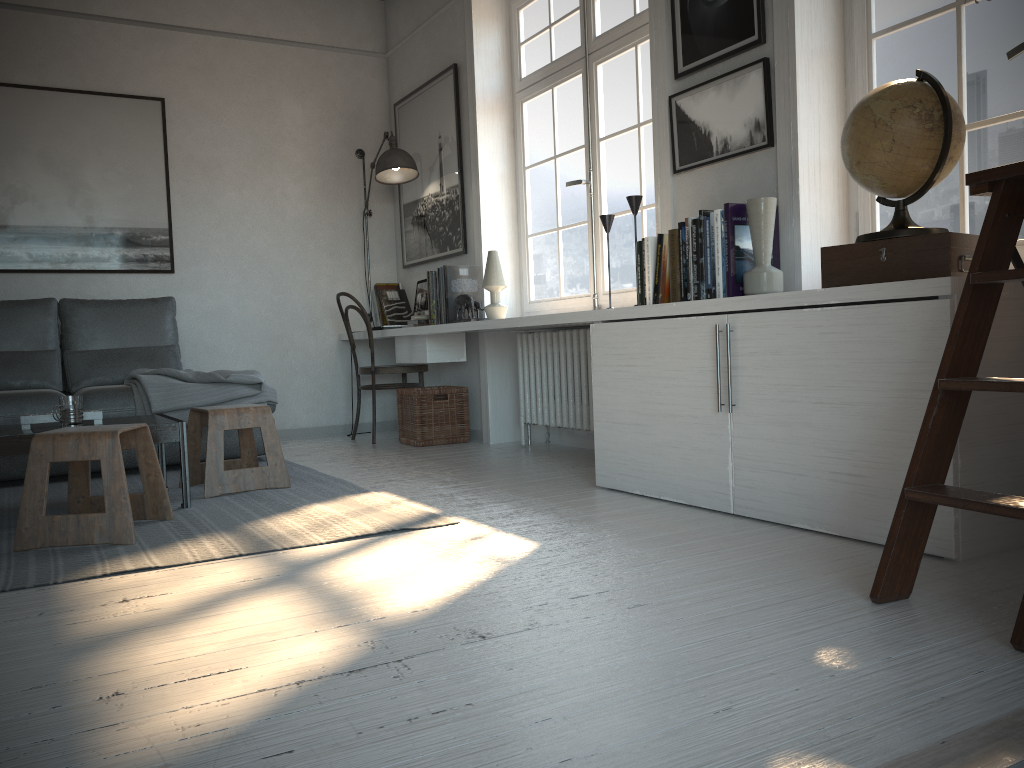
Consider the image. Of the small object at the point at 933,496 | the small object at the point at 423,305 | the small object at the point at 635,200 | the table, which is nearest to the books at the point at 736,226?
the small object at the point at 635,200

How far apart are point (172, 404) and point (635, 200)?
2.4m

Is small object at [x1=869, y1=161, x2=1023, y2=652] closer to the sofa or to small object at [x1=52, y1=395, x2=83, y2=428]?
small object at [x1=52, y1=395, x2=83, y2=428]

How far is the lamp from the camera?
5.27m

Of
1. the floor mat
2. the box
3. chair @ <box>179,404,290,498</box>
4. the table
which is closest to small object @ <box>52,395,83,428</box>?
the table

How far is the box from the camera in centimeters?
224cm

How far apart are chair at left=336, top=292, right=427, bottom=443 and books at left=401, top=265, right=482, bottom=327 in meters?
0.3 m

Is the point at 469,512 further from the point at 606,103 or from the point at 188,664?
the point at 606,103

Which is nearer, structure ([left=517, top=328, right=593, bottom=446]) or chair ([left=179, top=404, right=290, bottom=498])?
chair ([left=179, top=404, right=290, bottom=498])

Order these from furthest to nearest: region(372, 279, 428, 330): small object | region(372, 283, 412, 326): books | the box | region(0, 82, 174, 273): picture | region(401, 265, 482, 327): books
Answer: region(372, 283, 412, 326): books
region(372, 279, 428, 330): small object
region(0, 82, 174, 273): picture
region(401, 265, 482, 327): books
the box
